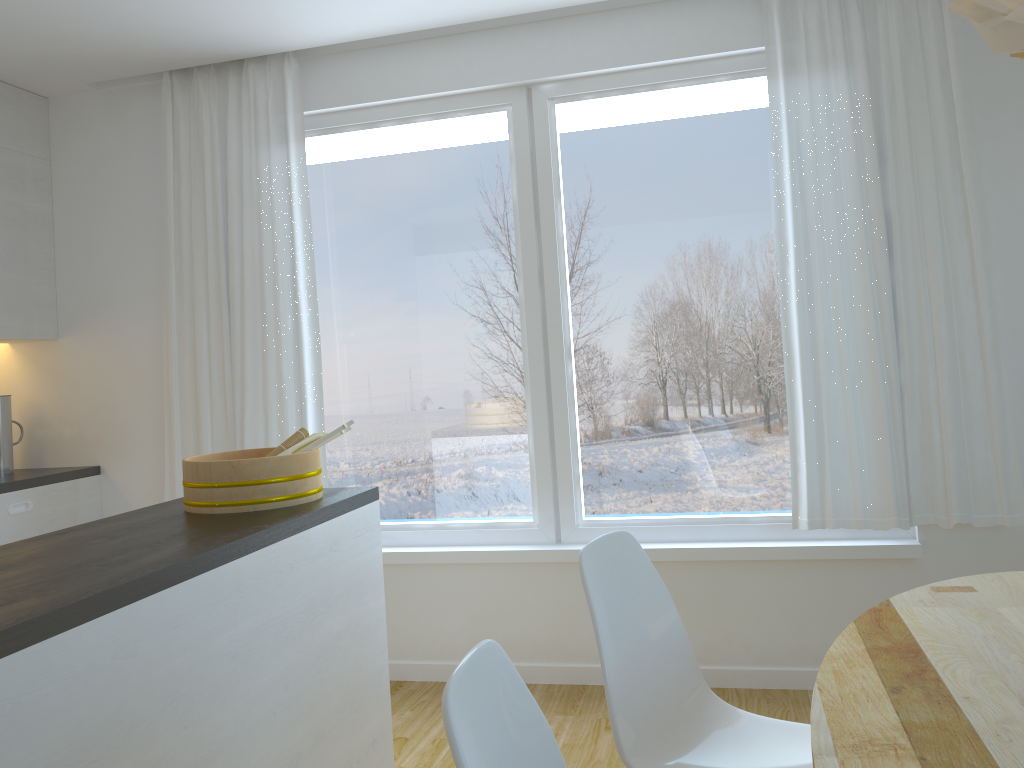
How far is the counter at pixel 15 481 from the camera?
3.63m

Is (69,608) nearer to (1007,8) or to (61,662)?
(61,662)

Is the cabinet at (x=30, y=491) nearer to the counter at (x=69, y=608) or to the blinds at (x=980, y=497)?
the counter at (x=69, y=608)

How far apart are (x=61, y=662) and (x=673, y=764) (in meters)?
1.19

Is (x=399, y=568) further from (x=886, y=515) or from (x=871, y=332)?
(x=871, y=332)

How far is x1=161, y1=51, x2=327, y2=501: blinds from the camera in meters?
3.8

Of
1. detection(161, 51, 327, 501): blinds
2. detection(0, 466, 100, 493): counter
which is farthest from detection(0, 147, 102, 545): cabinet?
detection(161, 51, 327, 501): blinds

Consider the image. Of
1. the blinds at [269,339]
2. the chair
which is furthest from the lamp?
the blinds at [269,339]

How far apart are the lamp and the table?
0.9 meters

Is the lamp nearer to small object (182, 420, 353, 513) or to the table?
the table
